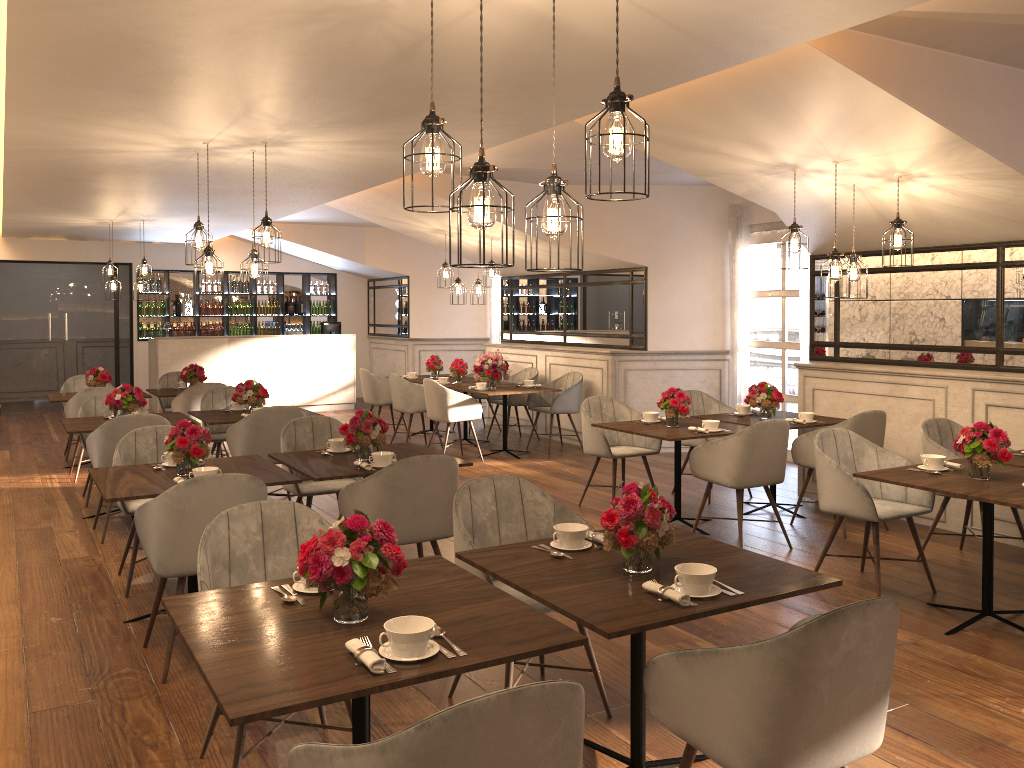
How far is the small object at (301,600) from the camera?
2.59m

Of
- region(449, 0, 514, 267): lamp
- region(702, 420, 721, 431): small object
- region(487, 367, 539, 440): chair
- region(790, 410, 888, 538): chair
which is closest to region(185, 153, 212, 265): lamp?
region(702, 420, 721, 431): small object

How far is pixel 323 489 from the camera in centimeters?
546cm

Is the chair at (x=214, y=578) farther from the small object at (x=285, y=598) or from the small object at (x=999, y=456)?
the small object at (x=999, y=456)

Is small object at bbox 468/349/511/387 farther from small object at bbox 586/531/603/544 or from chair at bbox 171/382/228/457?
small object at bbox 586/531/603/544

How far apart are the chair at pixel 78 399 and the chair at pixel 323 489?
3.4m

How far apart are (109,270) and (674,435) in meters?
8.0

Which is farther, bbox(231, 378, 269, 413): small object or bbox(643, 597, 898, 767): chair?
bbox(231, 378, 269, 413): small object

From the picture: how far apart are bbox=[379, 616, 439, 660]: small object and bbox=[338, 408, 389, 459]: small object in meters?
2.7 m

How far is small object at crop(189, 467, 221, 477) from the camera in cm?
428
